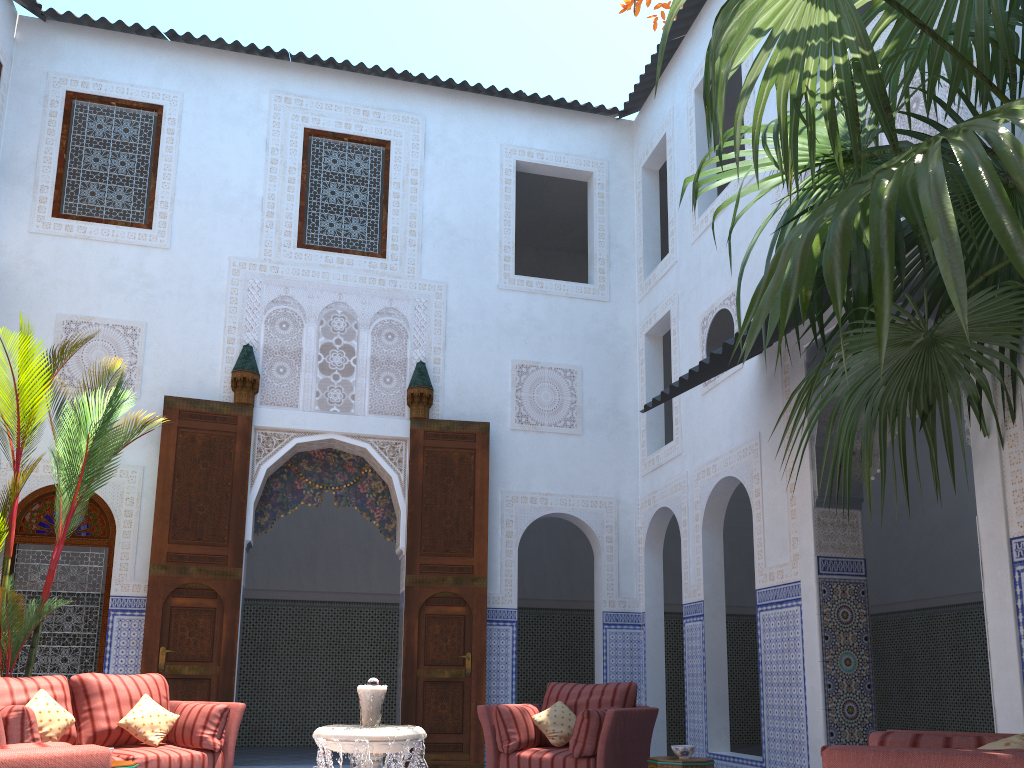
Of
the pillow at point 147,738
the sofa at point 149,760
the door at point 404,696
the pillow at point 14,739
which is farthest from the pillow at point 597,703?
the pillow at point 14,739

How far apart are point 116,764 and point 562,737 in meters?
2.1

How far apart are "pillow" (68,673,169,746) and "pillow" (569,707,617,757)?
2.1m

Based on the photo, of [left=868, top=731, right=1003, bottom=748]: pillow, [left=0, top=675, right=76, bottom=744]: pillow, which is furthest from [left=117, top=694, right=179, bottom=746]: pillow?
[left=868, top=731, right=1003, bottom=748]: pillow

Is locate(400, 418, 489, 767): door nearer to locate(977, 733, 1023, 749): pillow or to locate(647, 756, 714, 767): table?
locate(647, 756, 714, 767): table

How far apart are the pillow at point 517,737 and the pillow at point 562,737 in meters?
0.0

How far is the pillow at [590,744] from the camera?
4.10m

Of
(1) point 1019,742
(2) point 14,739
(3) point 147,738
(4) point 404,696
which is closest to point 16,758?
(1) point 1019,742

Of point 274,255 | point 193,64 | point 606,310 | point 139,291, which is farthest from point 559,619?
point 193,64

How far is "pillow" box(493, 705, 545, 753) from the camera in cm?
431
